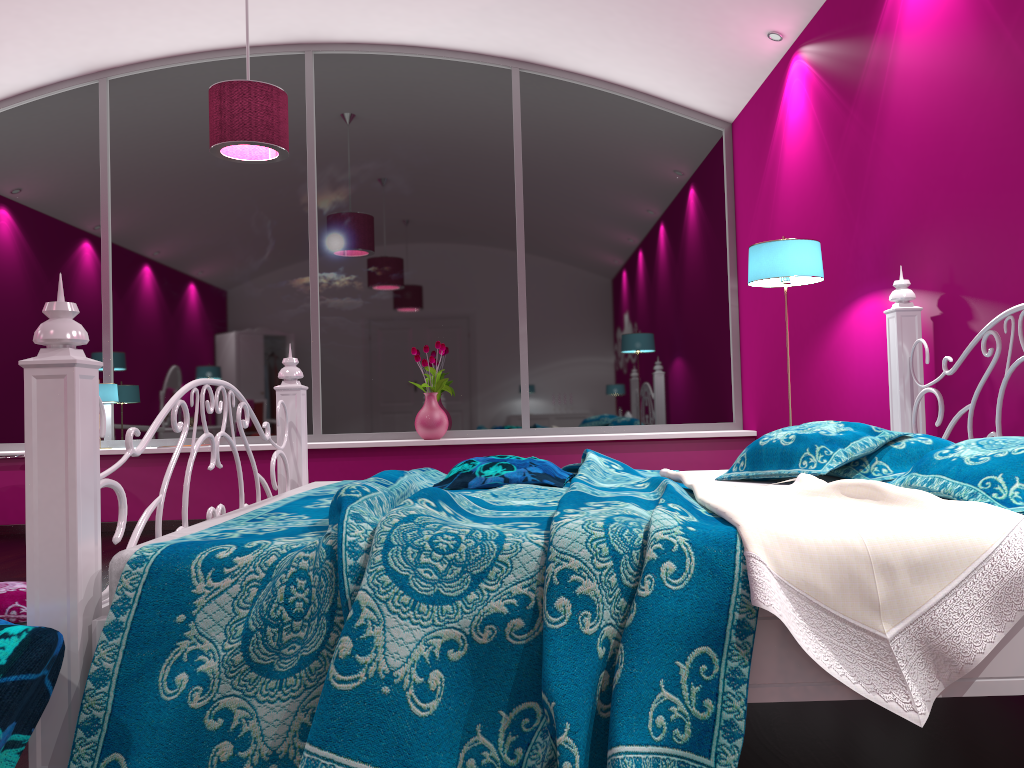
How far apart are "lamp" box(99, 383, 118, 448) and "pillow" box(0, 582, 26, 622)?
2.6m

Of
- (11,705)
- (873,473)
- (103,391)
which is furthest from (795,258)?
(103,391)

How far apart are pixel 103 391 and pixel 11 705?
4.61m

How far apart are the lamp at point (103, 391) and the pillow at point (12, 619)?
2.6m

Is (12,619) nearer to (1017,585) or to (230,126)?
(230,126)

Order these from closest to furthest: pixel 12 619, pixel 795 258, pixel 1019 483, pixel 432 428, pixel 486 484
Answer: pixel 1019 483, pixel 486 484, pixel 12 619, pixel 795 258, pixel 432 428

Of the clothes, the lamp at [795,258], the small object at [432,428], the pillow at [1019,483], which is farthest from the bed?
the small object at [432,428]

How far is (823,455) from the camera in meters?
2.4

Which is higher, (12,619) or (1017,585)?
(1017,585)

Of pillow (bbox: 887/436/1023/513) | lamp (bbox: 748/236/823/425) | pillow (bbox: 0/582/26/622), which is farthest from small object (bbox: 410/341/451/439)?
pillow (bbox: 887/436/1023/513)
